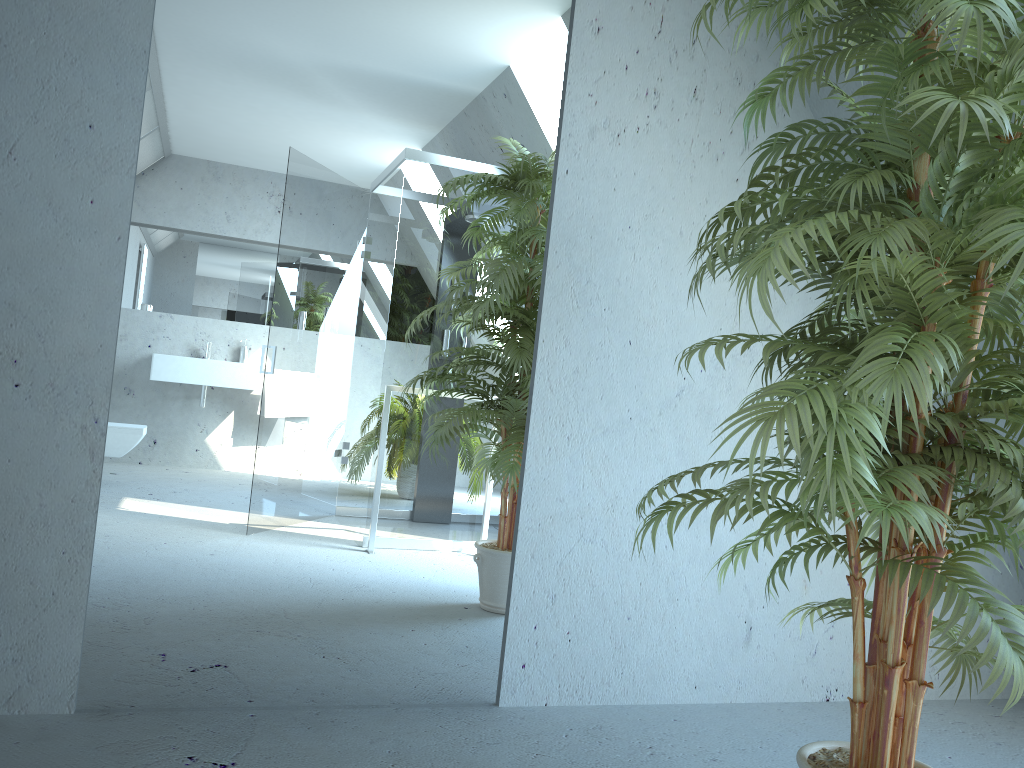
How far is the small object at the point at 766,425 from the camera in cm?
136

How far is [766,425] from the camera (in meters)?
1.36

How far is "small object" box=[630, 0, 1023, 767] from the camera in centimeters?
136cm
